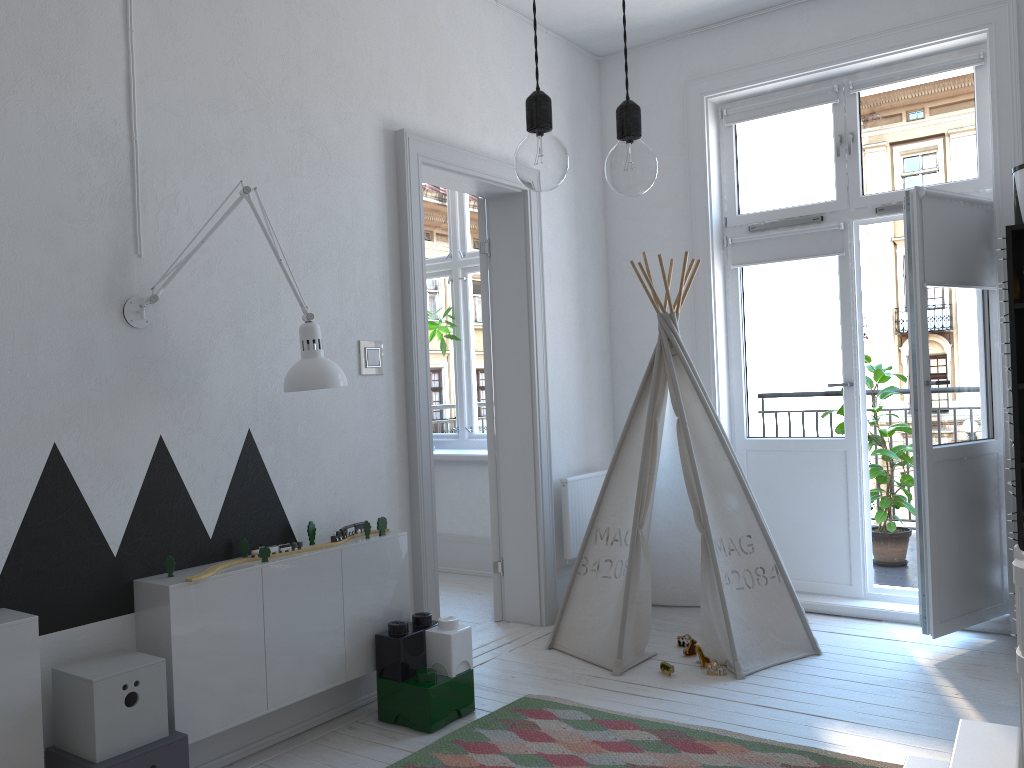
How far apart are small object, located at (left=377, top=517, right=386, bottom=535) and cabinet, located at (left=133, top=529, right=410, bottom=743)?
0.0m

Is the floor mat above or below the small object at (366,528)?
below

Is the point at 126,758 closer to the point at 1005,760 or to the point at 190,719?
the point at 190,719

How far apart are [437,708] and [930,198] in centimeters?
273cm

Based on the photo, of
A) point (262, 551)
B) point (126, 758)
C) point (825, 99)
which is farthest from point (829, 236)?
point (126, 758)

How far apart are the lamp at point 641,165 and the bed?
0.9m

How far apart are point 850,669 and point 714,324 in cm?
179

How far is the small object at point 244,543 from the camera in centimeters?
283cm

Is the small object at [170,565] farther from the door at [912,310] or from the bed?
the door at [912,310]

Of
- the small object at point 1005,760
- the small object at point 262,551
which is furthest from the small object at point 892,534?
the small object at point 262,551
